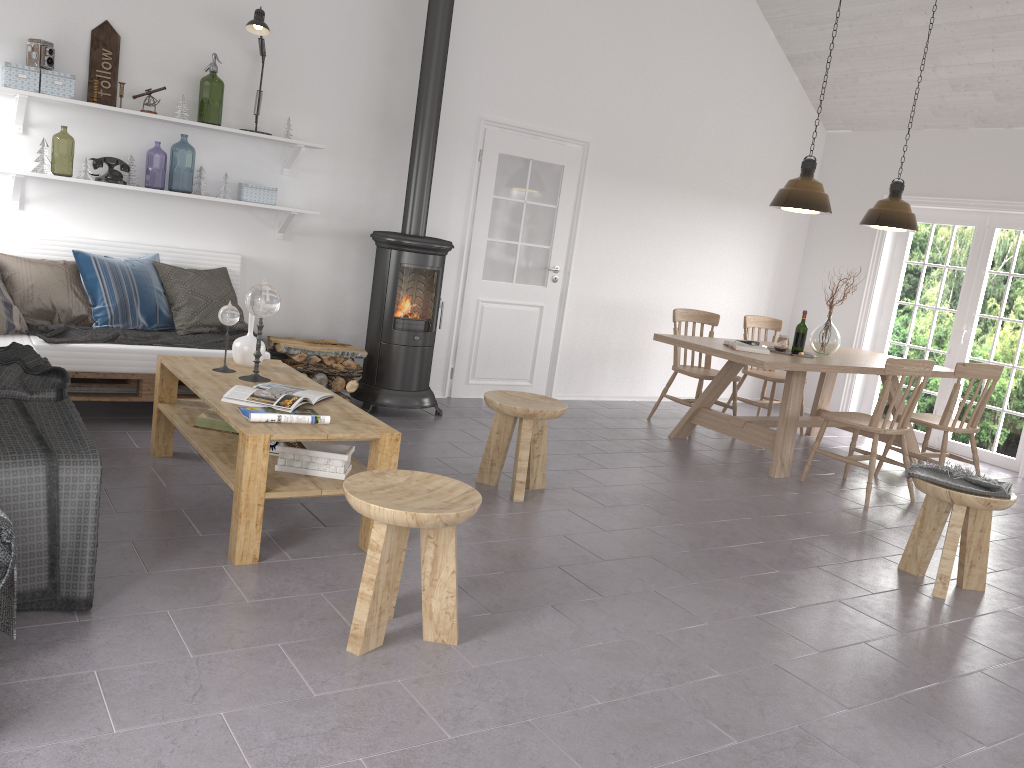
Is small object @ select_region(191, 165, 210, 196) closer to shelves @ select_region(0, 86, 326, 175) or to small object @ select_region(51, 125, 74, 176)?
shelves @ select_region(0, 86, 326, 175)

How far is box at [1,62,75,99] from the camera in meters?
4.6 m

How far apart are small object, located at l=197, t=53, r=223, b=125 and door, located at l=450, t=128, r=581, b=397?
1.83m

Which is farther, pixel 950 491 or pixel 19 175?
pixel 19 175

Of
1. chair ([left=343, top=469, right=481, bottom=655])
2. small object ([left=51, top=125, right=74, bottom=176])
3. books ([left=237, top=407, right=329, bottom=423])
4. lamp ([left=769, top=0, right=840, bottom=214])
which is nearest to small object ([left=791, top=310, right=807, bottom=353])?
lamp ([left=769, top=0, right=840, bottom=214])

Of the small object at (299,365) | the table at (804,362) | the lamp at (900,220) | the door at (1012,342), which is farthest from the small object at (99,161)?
the door at (1012,342)

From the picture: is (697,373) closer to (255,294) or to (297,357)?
(297,357)

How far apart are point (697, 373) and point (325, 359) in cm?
280

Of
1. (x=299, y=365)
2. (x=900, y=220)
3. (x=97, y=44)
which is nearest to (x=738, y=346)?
(x=900, y=220)

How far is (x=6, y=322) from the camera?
4.48m
